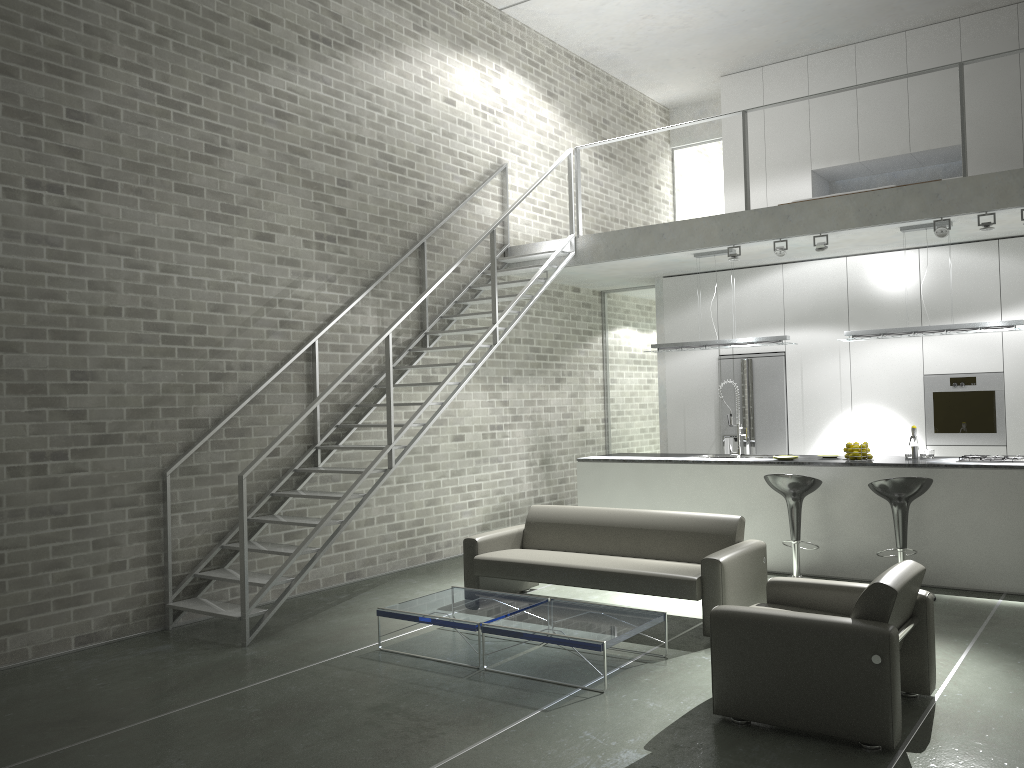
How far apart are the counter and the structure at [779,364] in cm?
141

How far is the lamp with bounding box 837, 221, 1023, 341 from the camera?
7.3m

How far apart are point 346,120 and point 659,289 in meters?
4.3 m

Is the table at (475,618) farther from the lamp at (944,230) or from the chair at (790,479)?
the lamp at (944,230)

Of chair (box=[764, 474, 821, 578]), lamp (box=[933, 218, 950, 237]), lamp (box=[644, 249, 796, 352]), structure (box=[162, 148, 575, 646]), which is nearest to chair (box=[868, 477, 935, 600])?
chair (box=[764, 474, 821, 578])

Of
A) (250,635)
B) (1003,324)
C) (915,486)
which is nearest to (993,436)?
(1003,324)

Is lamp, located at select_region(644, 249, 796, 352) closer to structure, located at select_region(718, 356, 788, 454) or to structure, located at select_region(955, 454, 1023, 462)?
structure, located at select_region(718, 356, 788, 454)

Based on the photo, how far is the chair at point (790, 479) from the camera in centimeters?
703cm

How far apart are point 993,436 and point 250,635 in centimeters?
693cm

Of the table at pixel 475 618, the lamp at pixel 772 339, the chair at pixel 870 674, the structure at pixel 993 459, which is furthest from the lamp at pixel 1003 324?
the table at pixel 475 618
